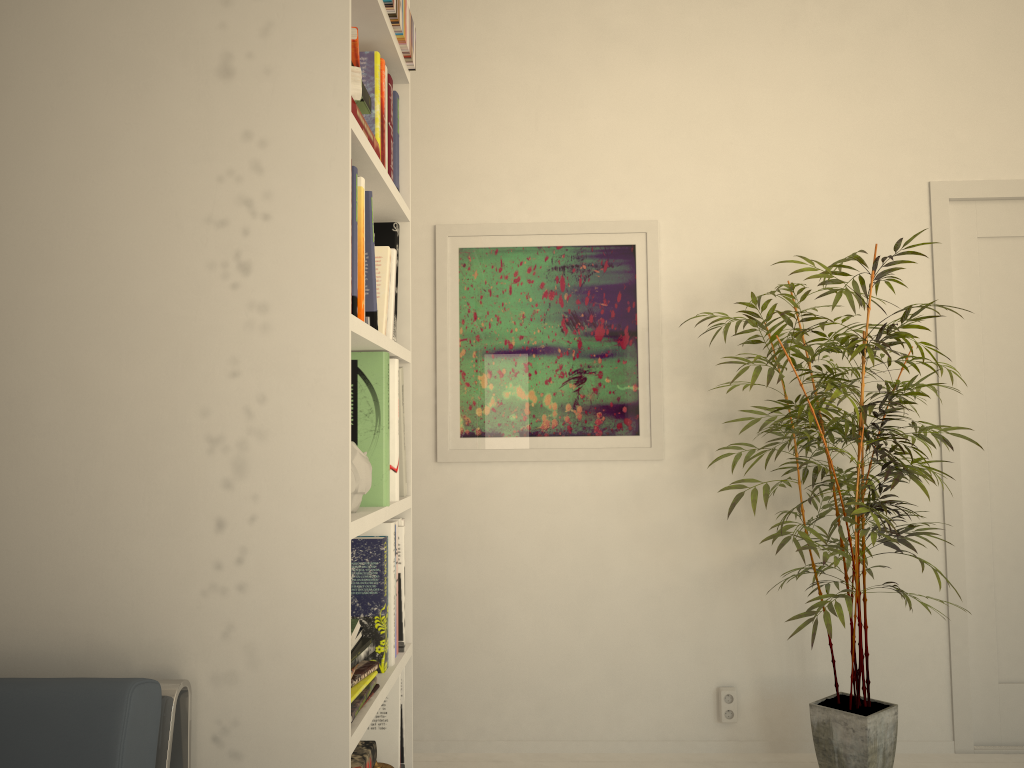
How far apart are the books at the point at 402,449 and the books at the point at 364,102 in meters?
0.8

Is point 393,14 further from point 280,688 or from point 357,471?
point 280,688

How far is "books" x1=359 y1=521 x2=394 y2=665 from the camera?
1.95m

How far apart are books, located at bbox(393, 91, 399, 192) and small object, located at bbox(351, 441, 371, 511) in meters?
0.8 m

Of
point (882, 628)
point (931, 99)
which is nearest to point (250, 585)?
point (882, 628)

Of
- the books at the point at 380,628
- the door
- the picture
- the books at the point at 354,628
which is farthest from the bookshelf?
the door

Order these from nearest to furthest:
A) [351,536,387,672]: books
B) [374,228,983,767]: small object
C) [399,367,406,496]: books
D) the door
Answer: [351,536,387,672]: books, [399,367,406,496]: books, [374,228,983,767]: small object, the door

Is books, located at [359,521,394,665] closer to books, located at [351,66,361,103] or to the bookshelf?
the bookshelf

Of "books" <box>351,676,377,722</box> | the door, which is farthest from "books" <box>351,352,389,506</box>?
the door

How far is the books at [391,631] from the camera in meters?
1.9 m
